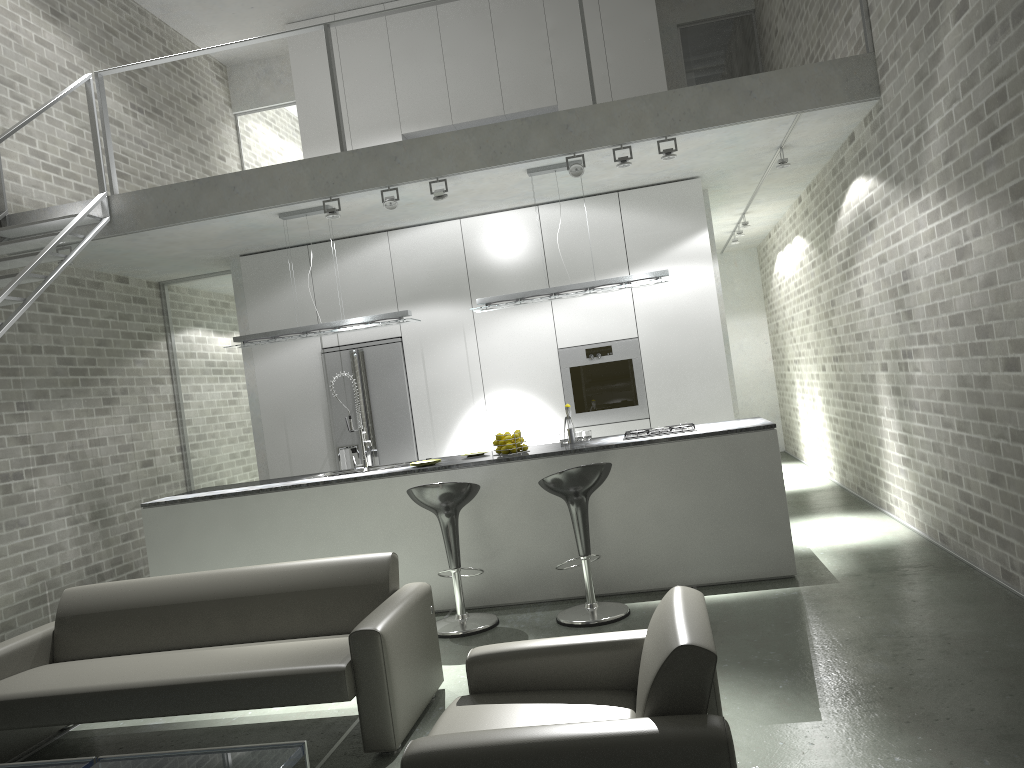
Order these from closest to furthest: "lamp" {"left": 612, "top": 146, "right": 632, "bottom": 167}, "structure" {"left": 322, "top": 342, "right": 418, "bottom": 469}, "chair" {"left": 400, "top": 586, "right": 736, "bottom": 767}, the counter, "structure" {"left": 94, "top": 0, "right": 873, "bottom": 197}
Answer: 1. "chair" {"left": 400, "top": 586, "right": 736, "bottom": 767}
2. the counter
3. "structure" {"left": 94, "top": 0, "right": 873, "bottom": 197}
4. "lamp" {"left": 612, "top": 146, "right": 632, "bottom": 167}
5. "structure" {"left": 322, "top": 342, "right": 418, "bottom": 469}

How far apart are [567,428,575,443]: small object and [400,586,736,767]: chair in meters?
3.4

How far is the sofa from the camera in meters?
3.6 m

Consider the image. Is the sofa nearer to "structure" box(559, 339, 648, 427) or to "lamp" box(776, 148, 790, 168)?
"structure" box(559, 339, 648, 427)

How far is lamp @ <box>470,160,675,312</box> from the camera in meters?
6.3

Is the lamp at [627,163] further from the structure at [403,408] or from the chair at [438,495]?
the structure at [403,408]

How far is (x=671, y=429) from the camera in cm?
598

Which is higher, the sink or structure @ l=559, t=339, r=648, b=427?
structure @ l=559, t=339, r=648, b=427

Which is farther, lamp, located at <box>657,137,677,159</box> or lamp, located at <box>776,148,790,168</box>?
lamp, located at <box>776,148,790,168</box>

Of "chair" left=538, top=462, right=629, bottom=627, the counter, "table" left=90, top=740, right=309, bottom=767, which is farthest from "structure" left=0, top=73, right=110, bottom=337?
"chair" left=538, top=462, right=629, bottom=627
